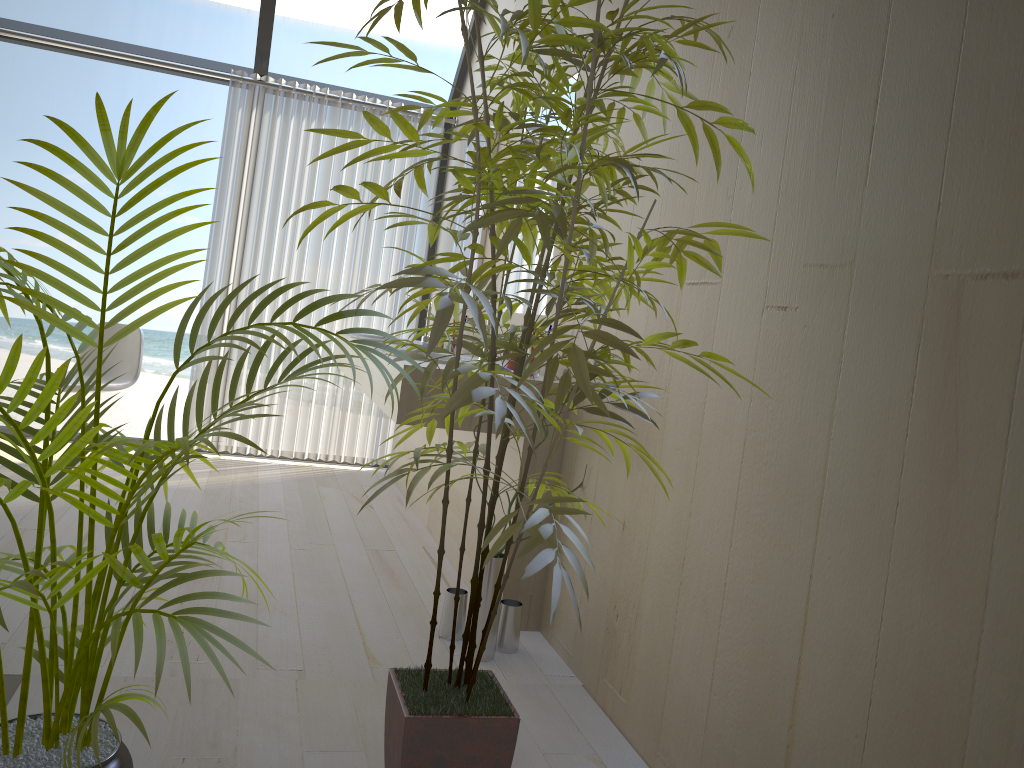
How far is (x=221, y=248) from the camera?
4.8 meters

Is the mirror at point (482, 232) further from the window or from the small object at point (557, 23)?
the small object at point (557, 23)

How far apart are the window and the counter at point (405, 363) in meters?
1.5 m

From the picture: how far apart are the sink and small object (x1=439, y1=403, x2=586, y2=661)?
1.9 meters

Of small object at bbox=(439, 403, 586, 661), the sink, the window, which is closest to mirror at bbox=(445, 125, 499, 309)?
the sink

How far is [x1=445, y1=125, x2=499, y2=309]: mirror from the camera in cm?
405

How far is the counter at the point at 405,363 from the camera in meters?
2.7 m

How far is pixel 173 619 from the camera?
1.3 meters

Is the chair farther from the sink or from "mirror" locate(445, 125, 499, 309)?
"mirror" locate(445, 125, 499, 309)

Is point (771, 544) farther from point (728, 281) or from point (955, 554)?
point (728, 281)
